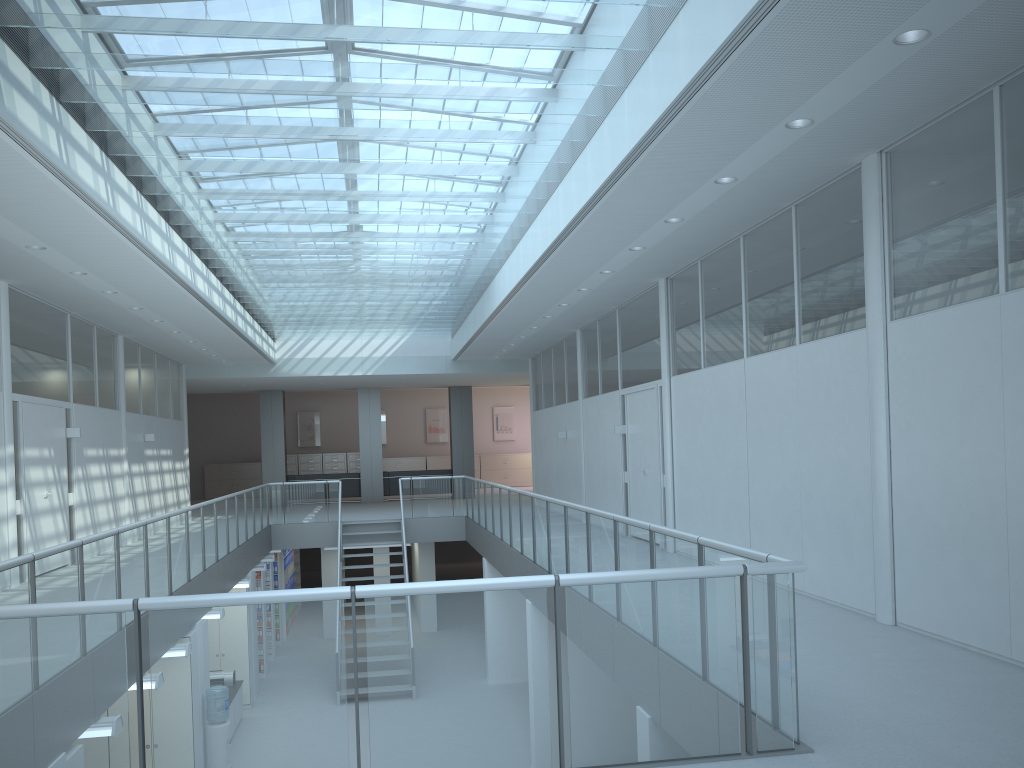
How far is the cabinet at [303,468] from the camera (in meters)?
26.23

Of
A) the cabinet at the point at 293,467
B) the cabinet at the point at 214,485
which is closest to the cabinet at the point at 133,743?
the cabinet at the point at 293,467

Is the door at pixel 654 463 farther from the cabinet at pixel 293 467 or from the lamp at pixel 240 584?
the cabinet at pixel 293 467

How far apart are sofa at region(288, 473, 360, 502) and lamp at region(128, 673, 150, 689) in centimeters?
1510cm

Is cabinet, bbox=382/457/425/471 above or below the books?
above

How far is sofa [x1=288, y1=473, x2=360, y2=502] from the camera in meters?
21.8 m

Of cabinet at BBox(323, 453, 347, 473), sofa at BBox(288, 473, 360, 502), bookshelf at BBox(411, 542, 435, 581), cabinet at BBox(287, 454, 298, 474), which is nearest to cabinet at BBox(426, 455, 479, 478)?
cabinet at BBox(323, 453, 347, 473)

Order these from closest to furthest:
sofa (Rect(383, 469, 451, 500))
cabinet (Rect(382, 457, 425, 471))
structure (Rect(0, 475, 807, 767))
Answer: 1. structure (Rect(0, 475, 807, 767))
2. sofa (Rect(383, 469, 451, 500))
3. cabinet (Rect(382, 457, 425, 471))

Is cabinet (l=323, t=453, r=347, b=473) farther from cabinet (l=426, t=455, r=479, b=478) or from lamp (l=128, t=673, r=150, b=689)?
lamp (l=128, t=673, r=150, b=689)

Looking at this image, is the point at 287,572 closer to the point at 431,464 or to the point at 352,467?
the point at 352,467
